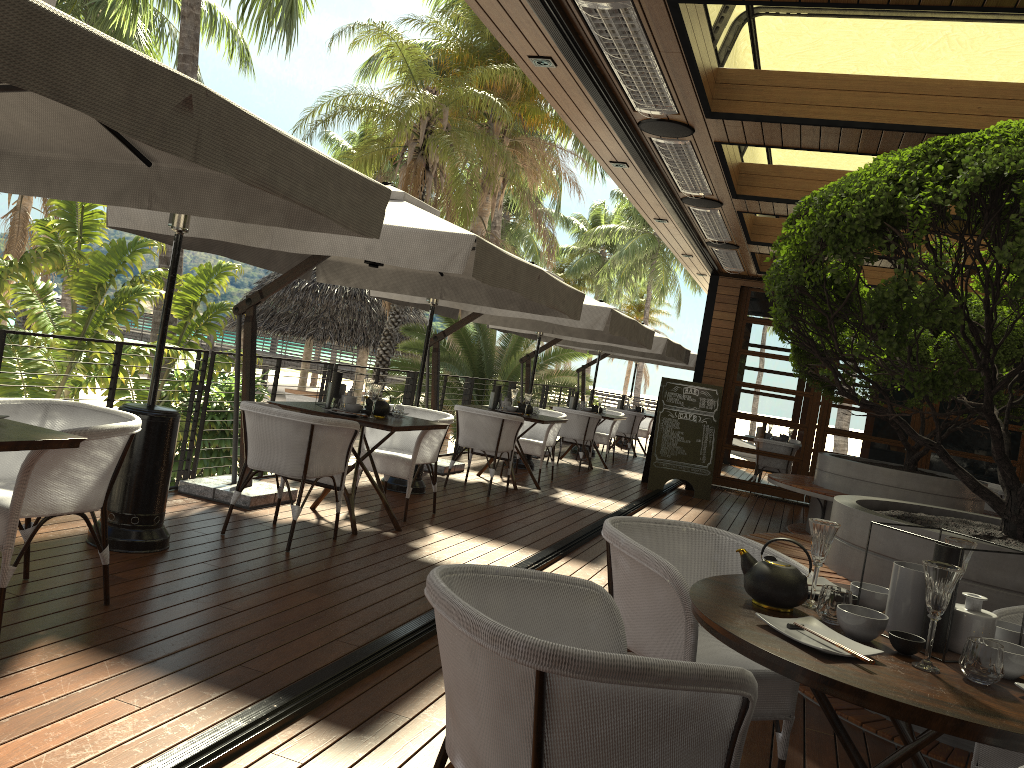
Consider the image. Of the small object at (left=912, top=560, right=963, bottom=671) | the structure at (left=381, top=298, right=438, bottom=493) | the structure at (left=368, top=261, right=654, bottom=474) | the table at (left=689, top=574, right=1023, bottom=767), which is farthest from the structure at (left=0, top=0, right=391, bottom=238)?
the structure at (left=368, top=261, right=654, bottom=474)

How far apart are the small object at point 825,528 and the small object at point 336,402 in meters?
4.0 m

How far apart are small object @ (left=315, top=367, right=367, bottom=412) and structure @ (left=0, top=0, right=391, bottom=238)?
2.2 meters

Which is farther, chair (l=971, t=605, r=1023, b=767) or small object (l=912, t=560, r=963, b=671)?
chair (l=971, t=605, r=1023, b=767)

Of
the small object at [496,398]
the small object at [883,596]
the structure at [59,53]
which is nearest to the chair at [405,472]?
the small object at [496,398]

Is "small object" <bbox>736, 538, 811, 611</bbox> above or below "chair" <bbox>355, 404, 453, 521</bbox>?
above

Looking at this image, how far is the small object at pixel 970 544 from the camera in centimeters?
241cm

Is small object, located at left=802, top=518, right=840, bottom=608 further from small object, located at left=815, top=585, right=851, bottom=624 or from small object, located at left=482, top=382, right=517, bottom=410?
small object, located at left=482, top=382, right=517, bottom=410

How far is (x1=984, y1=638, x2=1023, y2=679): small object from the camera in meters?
1.9 m

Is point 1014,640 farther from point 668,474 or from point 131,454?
point 668,474
